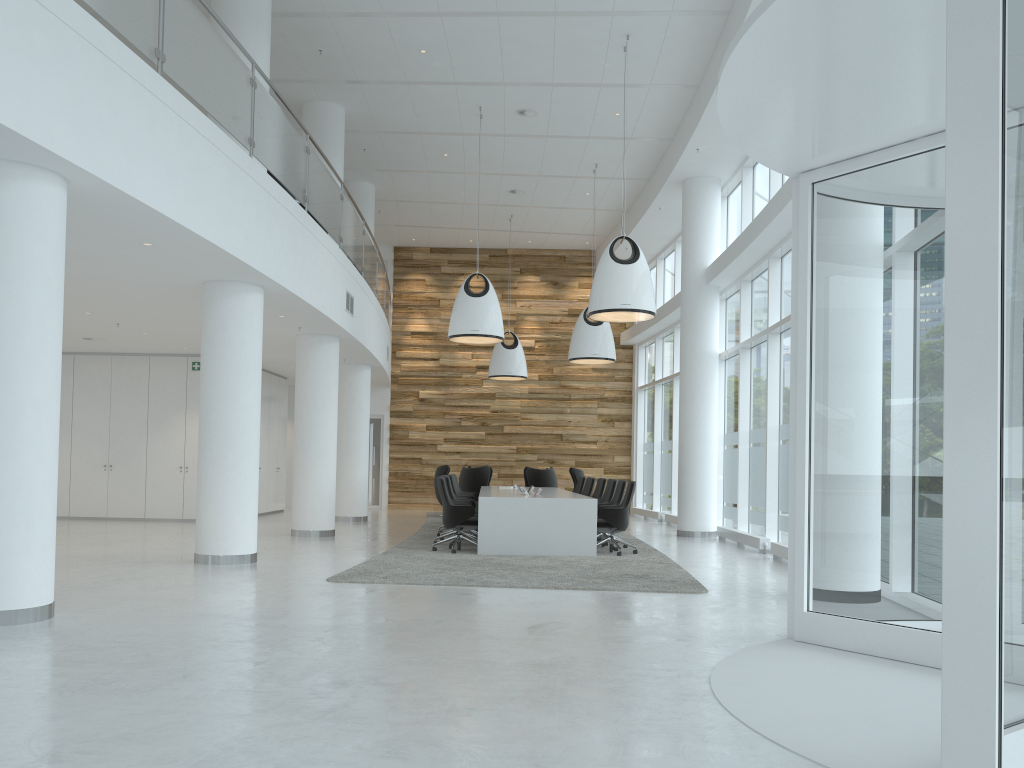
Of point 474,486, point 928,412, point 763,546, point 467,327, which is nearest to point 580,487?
point 474,486

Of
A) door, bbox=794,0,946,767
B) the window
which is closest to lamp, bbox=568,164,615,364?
the window

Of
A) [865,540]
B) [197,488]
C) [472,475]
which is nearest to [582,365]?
[472,475]

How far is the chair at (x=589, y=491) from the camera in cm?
1539

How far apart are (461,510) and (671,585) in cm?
355

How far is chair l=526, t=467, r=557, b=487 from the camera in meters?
18.1

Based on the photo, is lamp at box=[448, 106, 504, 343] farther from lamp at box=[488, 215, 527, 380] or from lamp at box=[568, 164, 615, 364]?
lamp at box=[488, 215, 527, 380]

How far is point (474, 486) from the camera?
18.2m

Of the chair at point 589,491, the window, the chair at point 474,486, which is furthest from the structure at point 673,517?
the chair at point 474,486

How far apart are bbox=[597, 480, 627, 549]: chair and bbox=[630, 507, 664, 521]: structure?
6.9m
